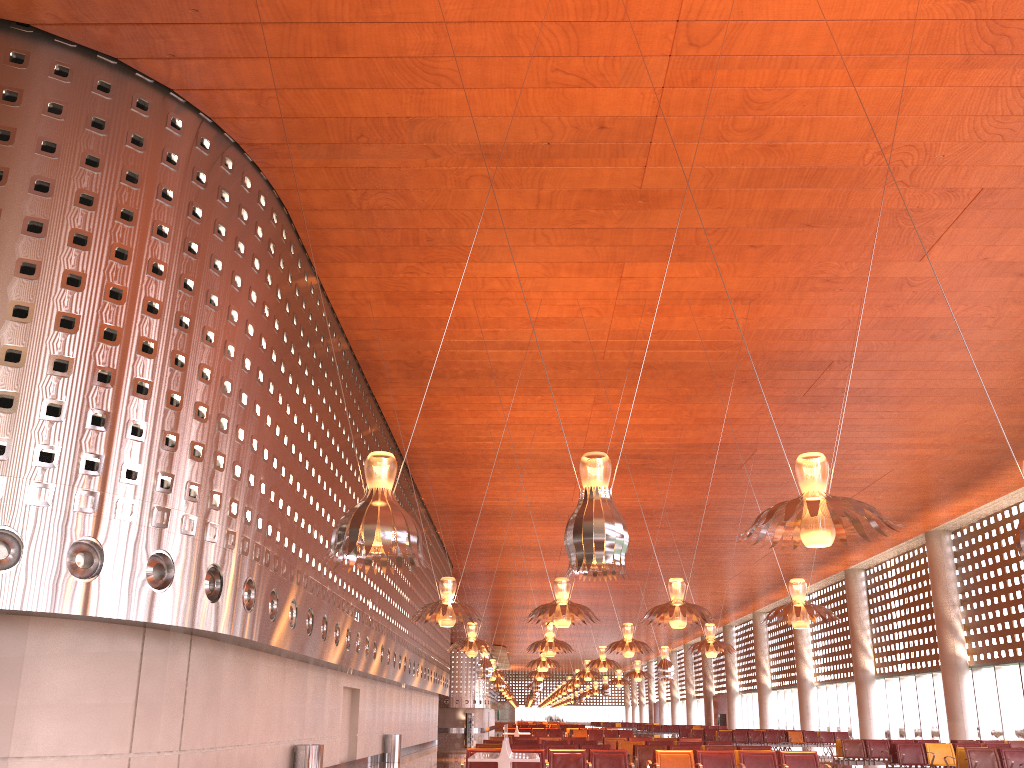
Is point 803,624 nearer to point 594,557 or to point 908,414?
point 594,557
